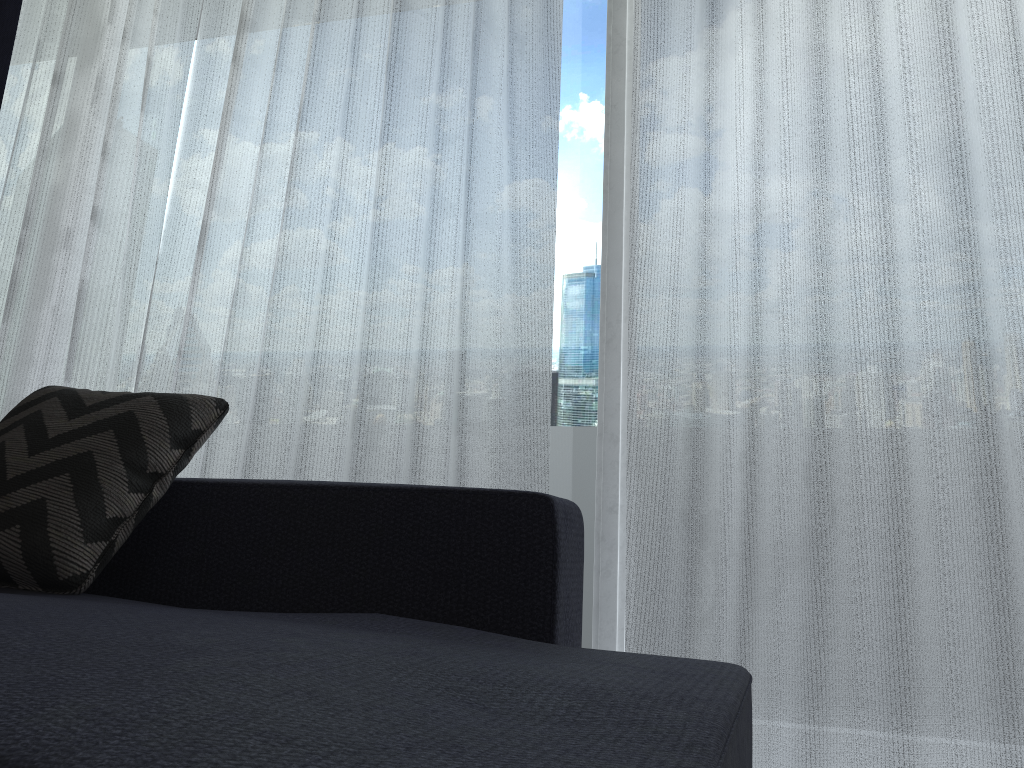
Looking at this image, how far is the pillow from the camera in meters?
1.2

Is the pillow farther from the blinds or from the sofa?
the blinds

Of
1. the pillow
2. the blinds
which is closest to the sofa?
the pillow

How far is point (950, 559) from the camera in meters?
1.7

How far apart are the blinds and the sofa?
0.5m

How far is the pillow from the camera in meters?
1.2

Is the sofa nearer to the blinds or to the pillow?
the pillow

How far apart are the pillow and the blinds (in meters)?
0.58

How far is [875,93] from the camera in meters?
1.8 m

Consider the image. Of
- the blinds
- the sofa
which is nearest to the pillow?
the sofa
